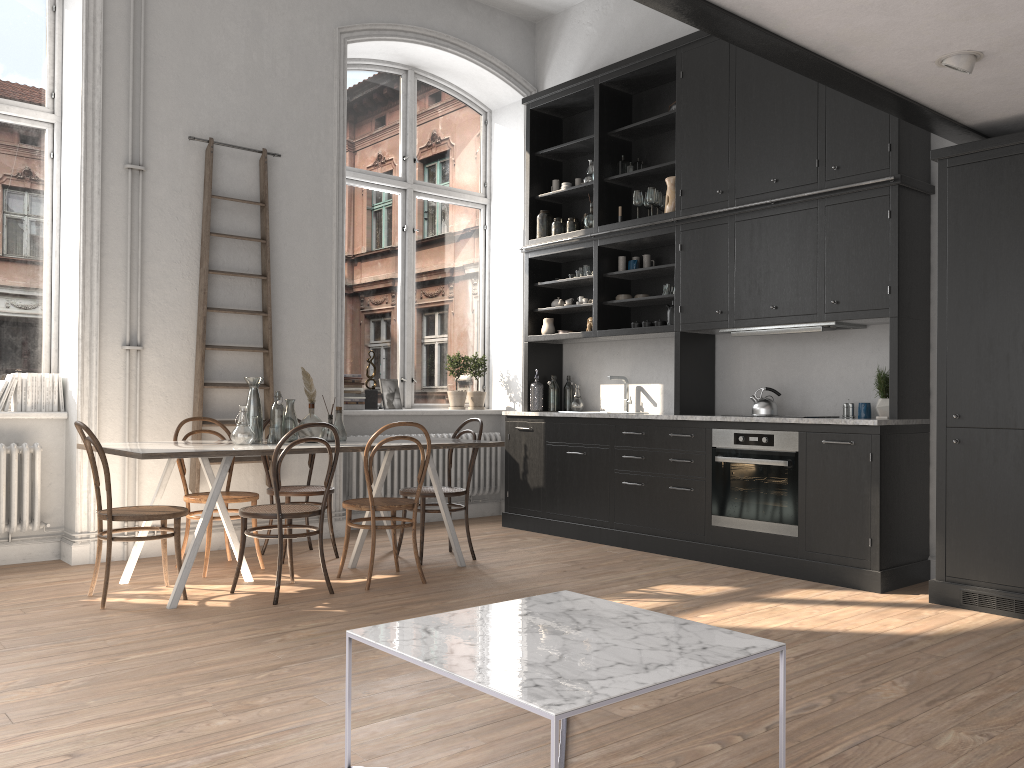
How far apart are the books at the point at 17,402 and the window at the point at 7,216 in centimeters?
23cm

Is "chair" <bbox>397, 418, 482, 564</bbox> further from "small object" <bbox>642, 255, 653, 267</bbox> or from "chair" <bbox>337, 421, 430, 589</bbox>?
"small object" <bbox>642, 255, 653, 267</bbox>

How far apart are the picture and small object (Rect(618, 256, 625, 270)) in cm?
213

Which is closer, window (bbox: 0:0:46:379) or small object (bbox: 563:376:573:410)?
window (bbox: 0:0:46:379)

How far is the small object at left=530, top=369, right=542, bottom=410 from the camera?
7.3 meters

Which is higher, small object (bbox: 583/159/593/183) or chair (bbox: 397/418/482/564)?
small object (bbox: 583/159/593/183)

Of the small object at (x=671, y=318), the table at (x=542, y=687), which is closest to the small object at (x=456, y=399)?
the small object at (x=671, y=318)

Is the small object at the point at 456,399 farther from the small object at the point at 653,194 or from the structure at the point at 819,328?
the structure at the point at 819,328

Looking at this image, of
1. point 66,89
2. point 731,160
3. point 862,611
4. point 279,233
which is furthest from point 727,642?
point 66,89

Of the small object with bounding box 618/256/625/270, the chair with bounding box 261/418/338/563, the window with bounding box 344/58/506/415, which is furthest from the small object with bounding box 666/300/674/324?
the chair with bounding box 261/418/338/563
